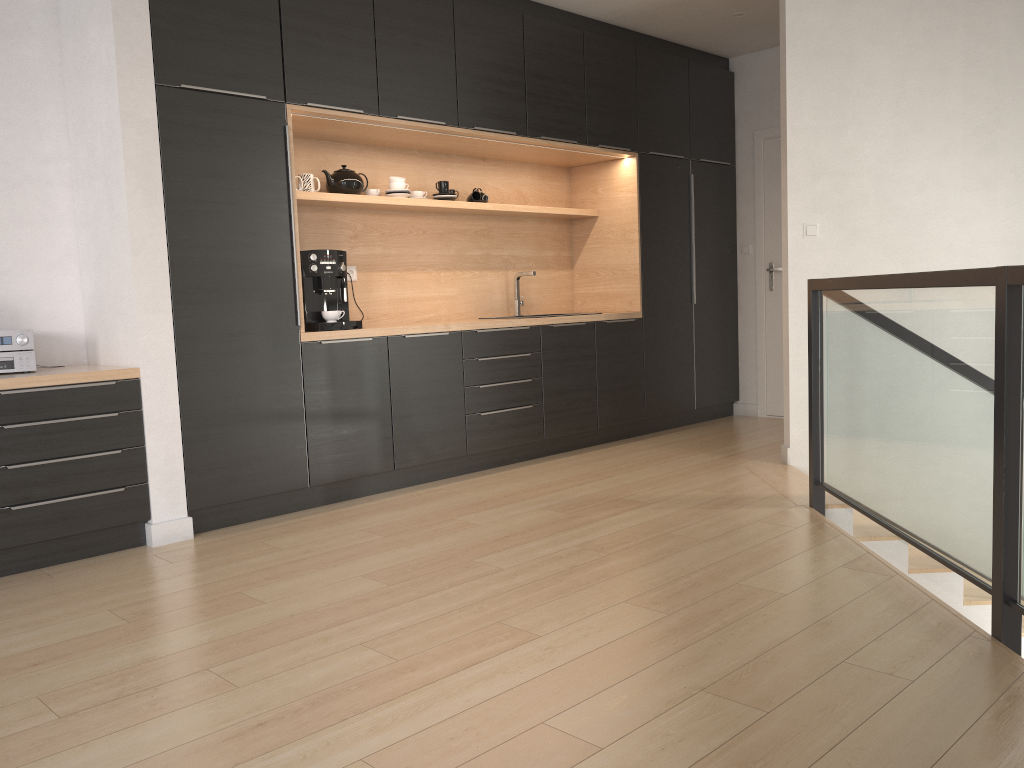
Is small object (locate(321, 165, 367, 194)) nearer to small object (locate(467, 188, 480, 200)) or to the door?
small object (locate(467, 188, 480, 200))

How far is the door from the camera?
6.5 meters

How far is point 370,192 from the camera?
5.0 meters

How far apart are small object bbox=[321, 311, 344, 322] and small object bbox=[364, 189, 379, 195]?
1.0 meters

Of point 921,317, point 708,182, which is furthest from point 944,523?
point 708,182

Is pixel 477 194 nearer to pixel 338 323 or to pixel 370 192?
pixel 370 192

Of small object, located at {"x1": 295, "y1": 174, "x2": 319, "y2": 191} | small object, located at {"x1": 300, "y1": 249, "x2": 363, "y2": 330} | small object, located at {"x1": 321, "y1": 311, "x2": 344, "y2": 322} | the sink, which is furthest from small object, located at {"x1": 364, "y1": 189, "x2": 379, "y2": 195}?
the sink

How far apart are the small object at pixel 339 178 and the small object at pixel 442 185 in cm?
62

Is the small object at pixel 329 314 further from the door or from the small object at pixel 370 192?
the door

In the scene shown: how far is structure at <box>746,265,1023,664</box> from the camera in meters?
2.3 m
